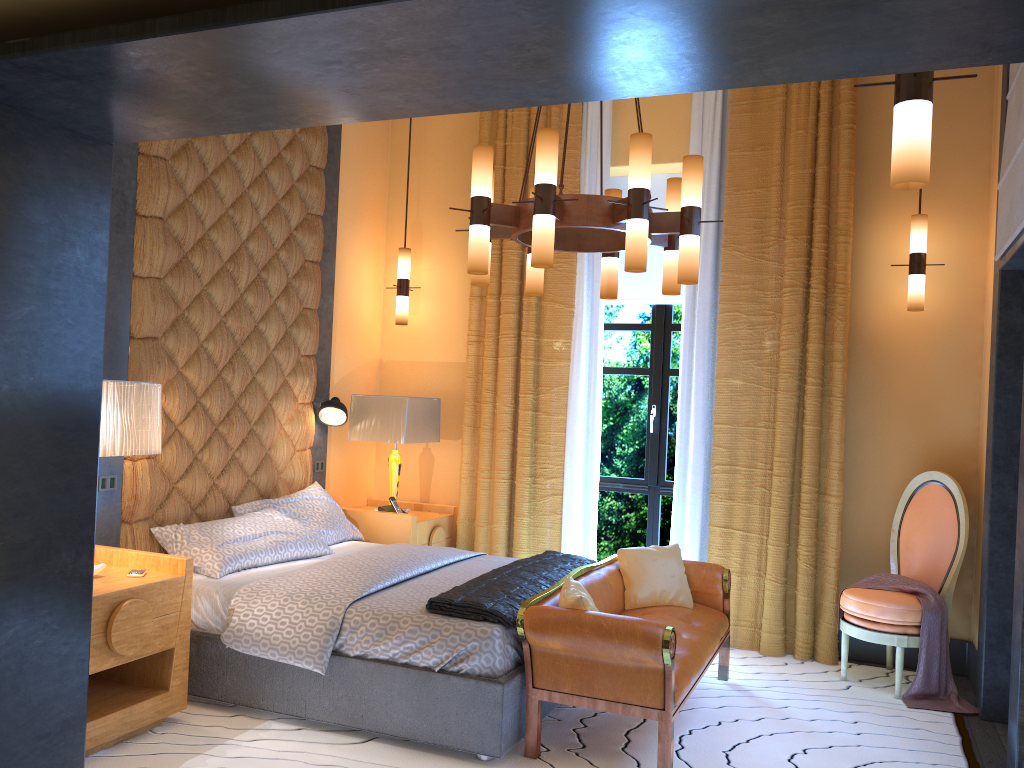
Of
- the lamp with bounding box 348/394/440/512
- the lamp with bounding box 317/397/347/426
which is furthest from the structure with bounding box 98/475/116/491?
the lamp with bounding box 348/394/440/512

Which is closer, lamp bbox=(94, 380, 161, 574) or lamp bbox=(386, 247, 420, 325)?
lamp bbox=(94, 380, 161, 574)

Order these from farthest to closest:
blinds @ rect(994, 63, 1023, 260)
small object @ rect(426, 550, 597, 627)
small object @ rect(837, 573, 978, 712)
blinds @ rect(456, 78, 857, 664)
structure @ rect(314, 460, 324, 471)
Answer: structure @ rect(314, 460, 324, 471)
blinds @ rect(456, 78, 857, 664)
small object @ rect(837, 573, 978, 712)
blinds @ rect(994, 63, 1023, 260)
small object @ rect(426, 550, 597, 627)

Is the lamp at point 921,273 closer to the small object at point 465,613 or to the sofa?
the sofa

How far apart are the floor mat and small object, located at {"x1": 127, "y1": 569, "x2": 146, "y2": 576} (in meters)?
0.64

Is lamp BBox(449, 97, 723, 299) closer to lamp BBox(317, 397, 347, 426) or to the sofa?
the sofa

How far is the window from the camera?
5.9 meters

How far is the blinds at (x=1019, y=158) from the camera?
3.7m

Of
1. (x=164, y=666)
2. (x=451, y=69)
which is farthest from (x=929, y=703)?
(x=451, y=69)

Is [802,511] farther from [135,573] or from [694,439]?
[135,573]
